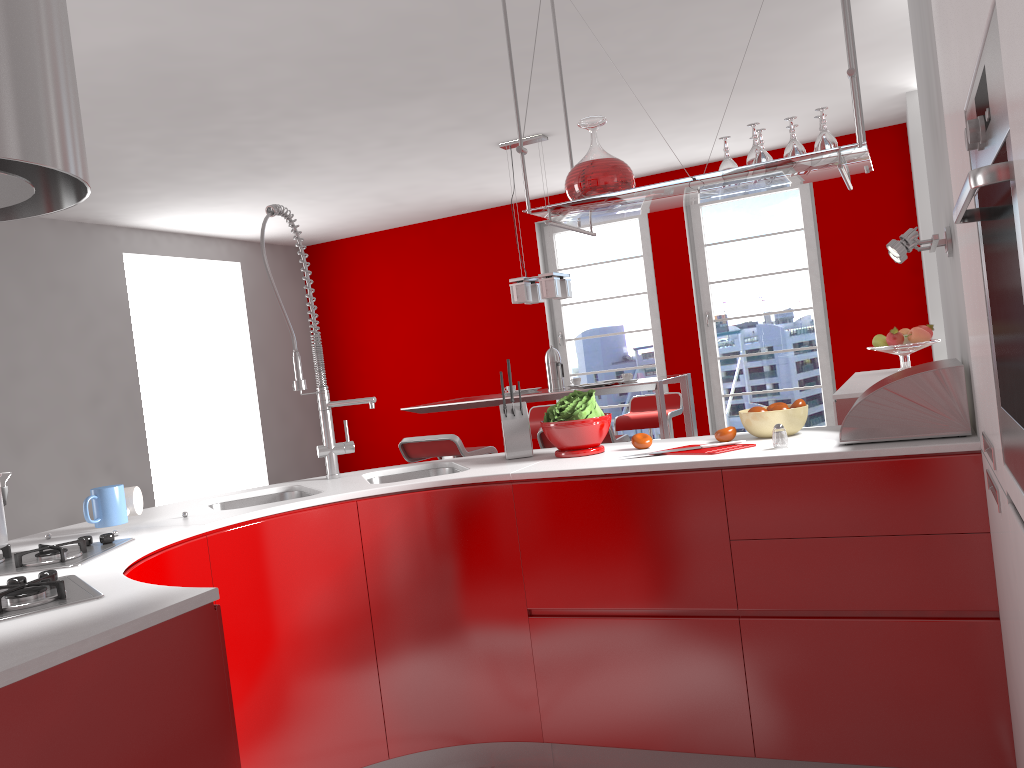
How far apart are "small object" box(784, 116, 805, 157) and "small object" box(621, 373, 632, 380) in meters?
3.0

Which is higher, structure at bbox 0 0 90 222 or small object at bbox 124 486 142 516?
structure at bbox 0 0 90 222

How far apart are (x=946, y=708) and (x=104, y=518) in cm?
213

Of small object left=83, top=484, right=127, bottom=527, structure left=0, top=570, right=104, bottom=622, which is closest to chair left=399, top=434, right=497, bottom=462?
small object left=83, top=484, right=127, bottom=527

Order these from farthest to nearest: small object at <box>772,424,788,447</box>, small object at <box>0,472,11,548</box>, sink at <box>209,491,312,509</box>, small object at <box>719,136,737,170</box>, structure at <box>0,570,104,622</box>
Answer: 1. sink at <box>209,491,312,509</box>
2. small object at <box>719,136,737,170</box>
3. small object at <box>772,424,788,447</box>
4. small object at <box>0,472,11,548</box>
5. structure at <box>0,570,104,622</box>

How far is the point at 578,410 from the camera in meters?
2.7 m

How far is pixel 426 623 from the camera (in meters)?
2.60

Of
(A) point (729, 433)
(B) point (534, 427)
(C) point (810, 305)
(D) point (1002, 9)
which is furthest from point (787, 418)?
(C) point (810, 305)

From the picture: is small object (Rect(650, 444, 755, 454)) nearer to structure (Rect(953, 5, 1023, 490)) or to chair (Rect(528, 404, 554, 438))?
structure (Rect(953, 5, 1023, 490))

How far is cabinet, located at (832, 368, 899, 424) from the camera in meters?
4.0
